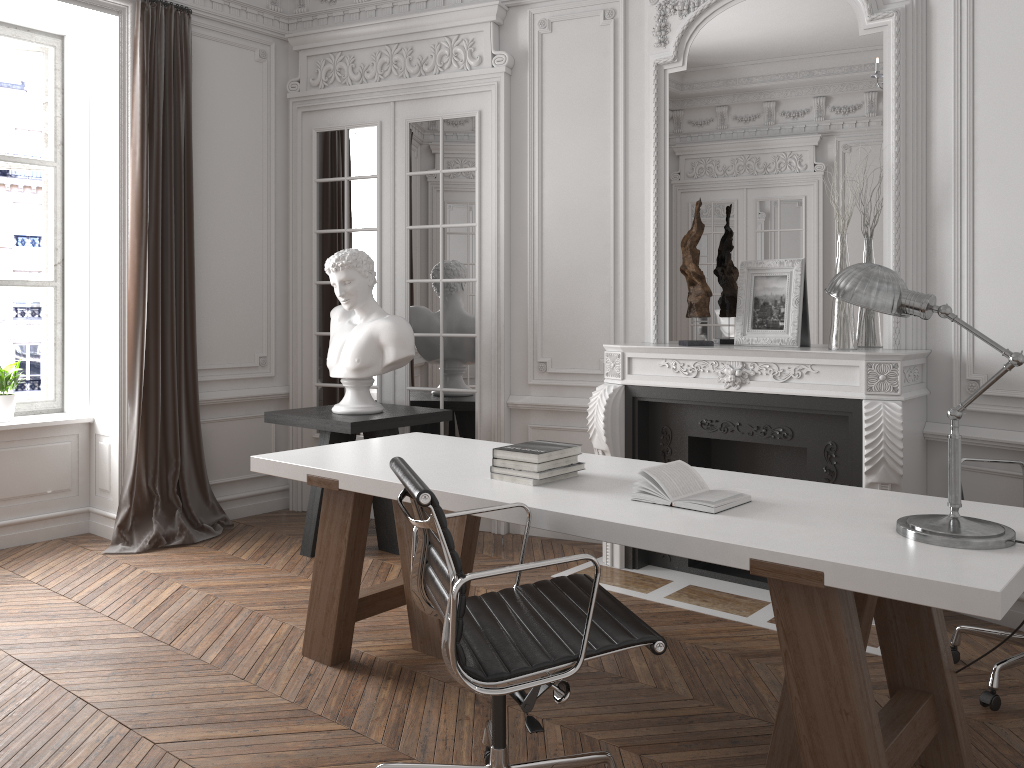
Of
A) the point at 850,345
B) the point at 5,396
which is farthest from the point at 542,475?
the point at 5,396

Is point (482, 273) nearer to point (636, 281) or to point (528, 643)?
point (636, 281)

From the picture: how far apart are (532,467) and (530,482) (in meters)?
0.05

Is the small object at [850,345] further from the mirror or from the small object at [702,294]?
the small object at [702,294]

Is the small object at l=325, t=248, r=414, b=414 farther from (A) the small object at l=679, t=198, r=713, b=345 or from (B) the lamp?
(B) the lamp

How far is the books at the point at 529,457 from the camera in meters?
2.9 m

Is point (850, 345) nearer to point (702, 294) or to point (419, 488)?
point (702, 294)

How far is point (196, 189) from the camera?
5.4 meters

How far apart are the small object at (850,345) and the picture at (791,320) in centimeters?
27cm

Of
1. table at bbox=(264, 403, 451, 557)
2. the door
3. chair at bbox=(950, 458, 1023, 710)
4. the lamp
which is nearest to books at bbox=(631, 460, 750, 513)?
the lamp
